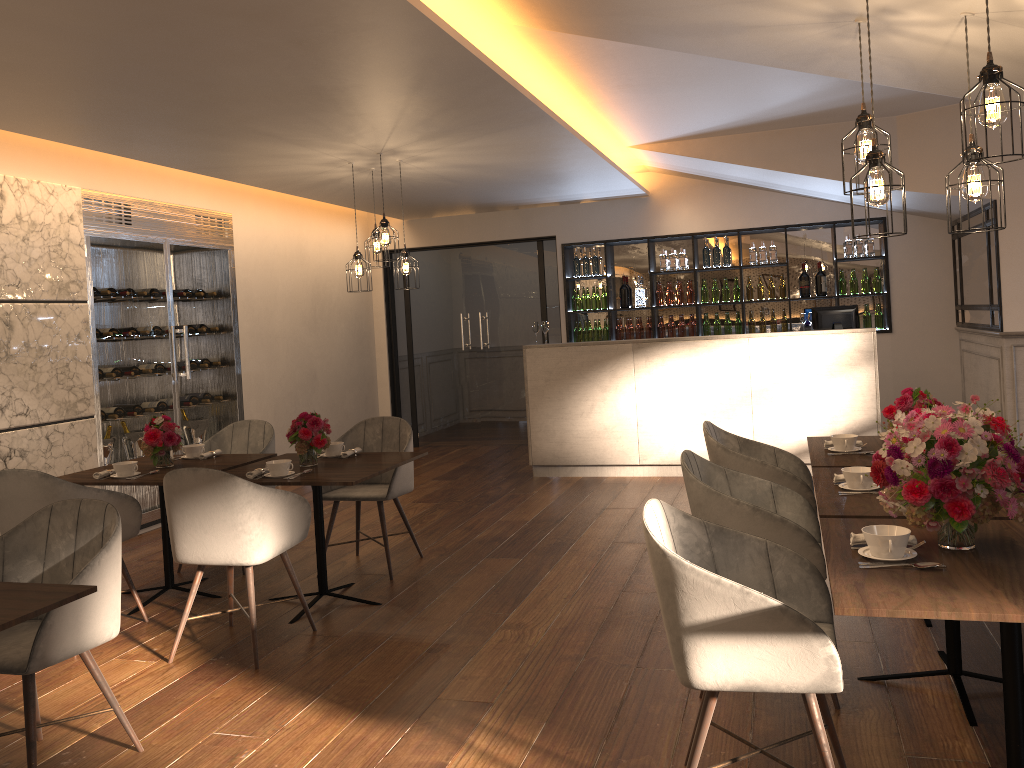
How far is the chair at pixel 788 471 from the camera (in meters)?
3.99

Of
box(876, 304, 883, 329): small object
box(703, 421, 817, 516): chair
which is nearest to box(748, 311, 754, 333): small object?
box(876, 304, 883, 329): small object

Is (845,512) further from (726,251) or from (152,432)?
(726,251)

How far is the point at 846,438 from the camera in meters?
4.1 m

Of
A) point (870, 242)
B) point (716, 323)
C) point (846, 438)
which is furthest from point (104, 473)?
point (870, 242)

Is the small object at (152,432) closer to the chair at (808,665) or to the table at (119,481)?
the table at (119,481)

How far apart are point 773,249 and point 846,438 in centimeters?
531cm

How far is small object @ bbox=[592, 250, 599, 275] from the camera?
9.57m

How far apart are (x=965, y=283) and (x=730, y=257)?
2.2 meters

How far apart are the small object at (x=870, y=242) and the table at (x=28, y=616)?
8.0 meters
